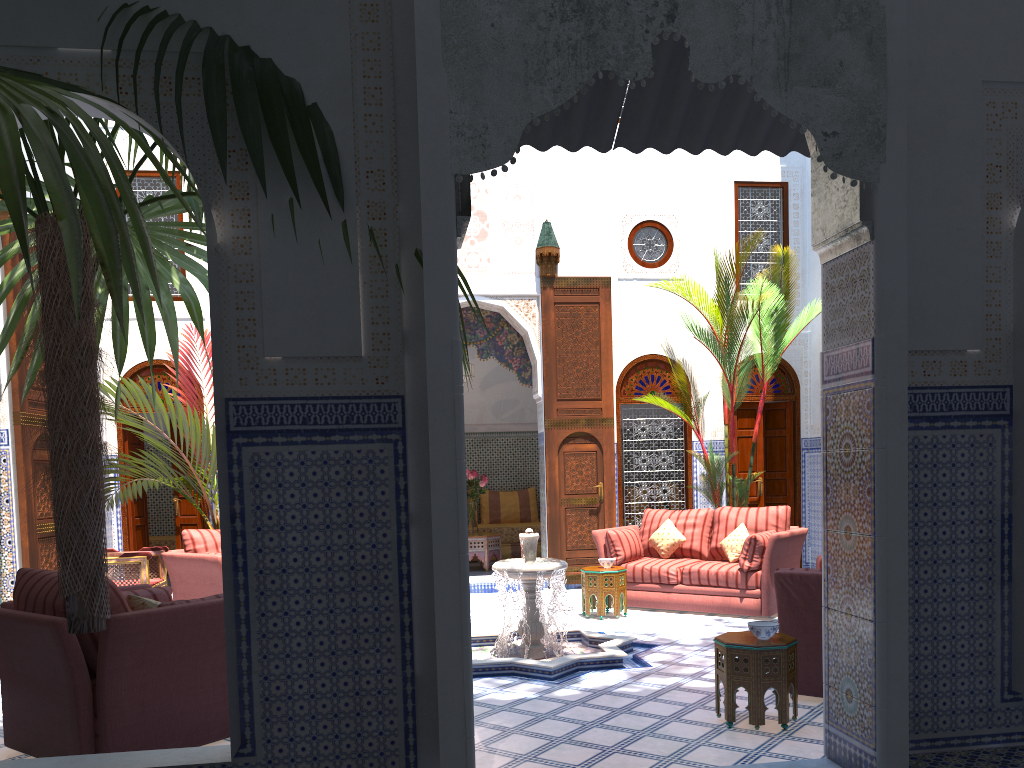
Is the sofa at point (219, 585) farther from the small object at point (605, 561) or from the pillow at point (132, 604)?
the small object at point (605, 561)

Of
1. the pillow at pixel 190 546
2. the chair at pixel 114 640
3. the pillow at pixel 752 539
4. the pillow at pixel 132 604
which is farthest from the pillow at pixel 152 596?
the pillow at pixel 752 539

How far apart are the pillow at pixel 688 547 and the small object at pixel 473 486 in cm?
185

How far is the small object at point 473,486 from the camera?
7.87m

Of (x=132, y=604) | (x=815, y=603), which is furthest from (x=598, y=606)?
(x=132, y=604)

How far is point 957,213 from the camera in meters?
2.7 m

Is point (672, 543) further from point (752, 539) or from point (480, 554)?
point (480, 554)

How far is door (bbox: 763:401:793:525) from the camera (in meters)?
7.47

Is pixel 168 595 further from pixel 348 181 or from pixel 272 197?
pixel 348 181

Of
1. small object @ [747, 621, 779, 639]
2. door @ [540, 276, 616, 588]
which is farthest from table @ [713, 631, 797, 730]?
door @ [540, 276, 616, 588]
